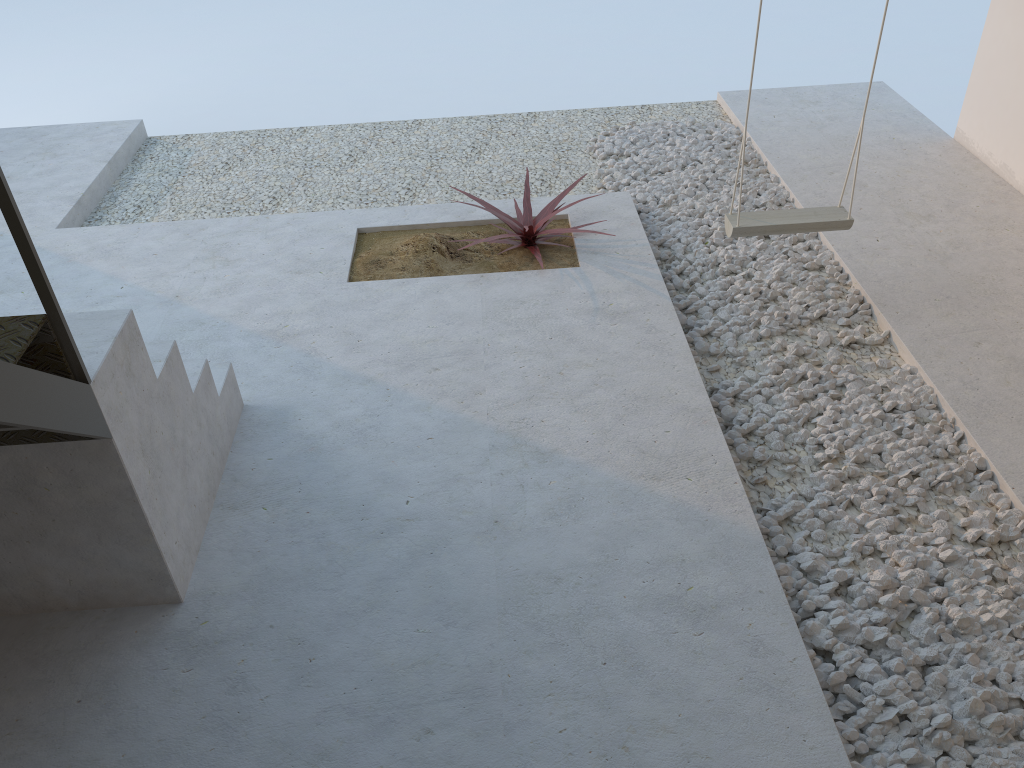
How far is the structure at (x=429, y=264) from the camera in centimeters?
397cm

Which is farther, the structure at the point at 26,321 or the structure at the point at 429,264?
the structure at the point at 429,264

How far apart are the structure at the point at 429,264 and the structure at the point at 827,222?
0.8m

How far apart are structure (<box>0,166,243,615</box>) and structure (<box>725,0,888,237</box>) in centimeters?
194cm

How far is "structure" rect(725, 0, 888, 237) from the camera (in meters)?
3.40

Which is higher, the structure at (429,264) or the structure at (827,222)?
the structure at (827,222)

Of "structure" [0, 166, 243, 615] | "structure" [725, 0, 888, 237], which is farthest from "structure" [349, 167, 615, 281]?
"structure" [0, 166, 243, 615]

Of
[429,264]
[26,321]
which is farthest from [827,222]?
[26,321]

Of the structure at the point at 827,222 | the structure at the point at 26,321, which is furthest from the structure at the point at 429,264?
the structure at the point at 26,321

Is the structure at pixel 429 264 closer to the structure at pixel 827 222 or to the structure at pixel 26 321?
the structure at pixel 827 222
